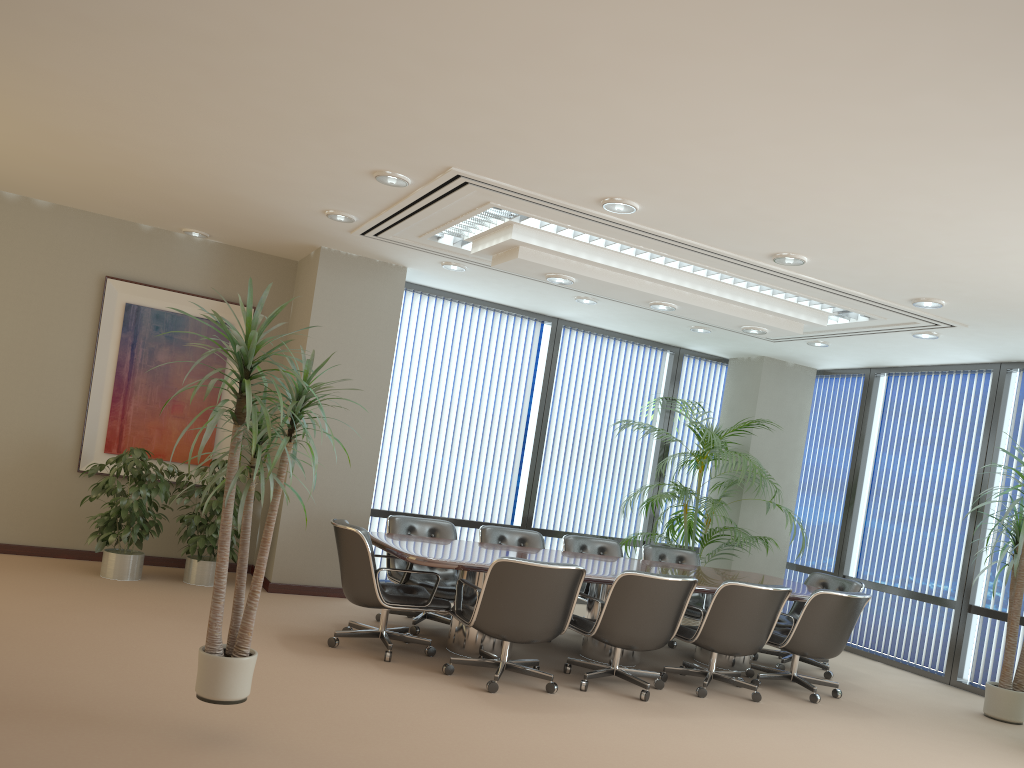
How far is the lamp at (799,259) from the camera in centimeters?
583cm

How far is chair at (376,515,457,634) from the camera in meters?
6.7 m

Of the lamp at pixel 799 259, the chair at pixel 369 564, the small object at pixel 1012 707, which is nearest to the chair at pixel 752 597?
Answer: the chair at pixel 369 564

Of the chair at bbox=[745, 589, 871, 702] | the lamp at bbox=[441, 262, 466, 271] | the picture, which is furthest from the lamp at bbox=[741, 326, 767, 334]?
the picture

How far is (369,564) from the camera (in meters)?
5.73

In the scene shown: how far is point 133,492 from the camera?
6.95m

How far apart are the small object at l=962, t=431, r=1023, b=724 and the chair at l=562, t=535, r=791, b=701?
1.8 meters

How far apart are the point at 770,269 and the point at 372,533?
3.5m

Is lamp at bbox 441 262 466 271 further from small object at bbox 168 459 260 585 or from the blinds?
small object at bbox 168 459 260 585

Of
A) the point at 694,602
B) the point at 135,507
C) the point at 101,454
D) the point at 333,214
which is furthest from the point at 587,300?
the point at 101,454
